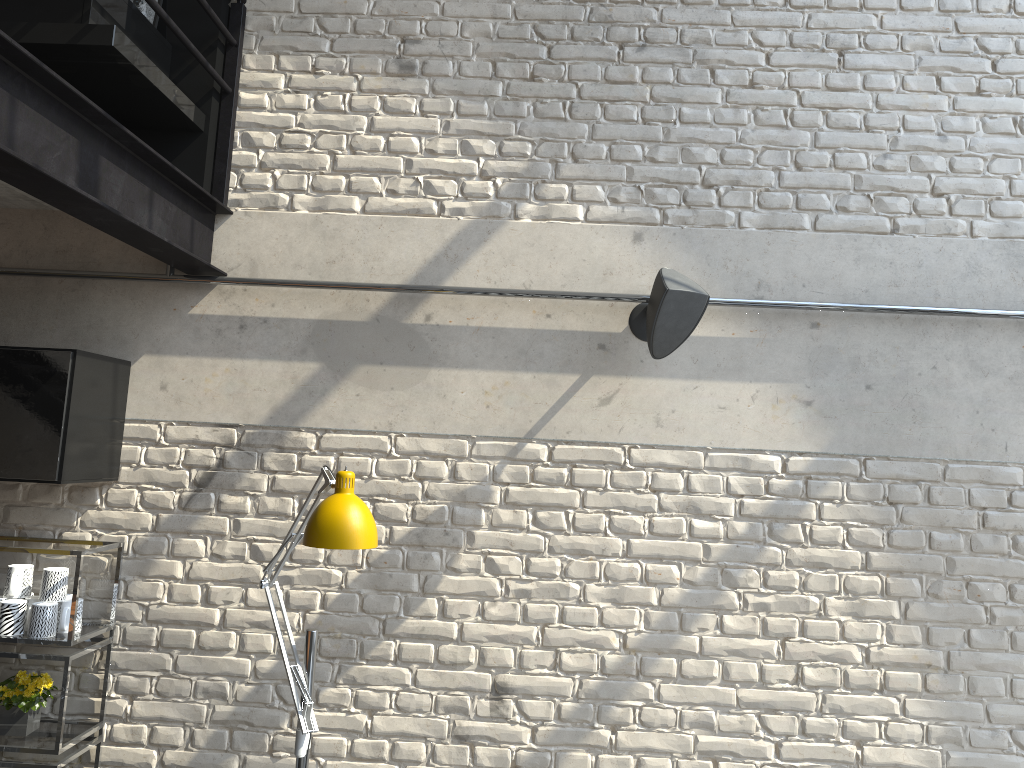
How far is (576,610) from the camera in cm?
305

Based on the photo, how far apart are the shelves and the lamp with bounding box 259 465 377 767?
0.6 meters

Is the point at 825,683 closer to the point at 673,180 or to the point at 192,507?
the point at 673,180

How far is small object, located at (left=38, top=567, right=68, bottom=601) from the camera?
2.90m

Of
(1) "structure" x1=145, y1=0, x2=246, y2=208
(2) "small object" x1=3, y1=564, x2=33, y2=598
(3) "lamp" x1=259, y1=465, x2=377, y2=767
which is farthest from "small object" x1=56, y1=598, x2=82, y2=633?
(1) "structure" x1=145, y1=0, x2=246, y2=208

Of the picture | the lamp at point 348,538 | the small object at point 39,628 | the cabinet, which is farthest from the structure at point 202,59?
the small object at point 39,628

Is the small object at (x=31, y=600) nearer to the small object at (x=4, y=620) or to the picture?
the small object at (x=4, y=620)

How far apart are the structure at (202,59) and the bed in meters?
0.0

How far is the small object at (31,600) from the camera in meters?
2.9

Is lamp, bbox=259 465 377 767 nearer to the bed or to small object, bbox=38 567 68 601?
small object, bbox=38 567 68 601
